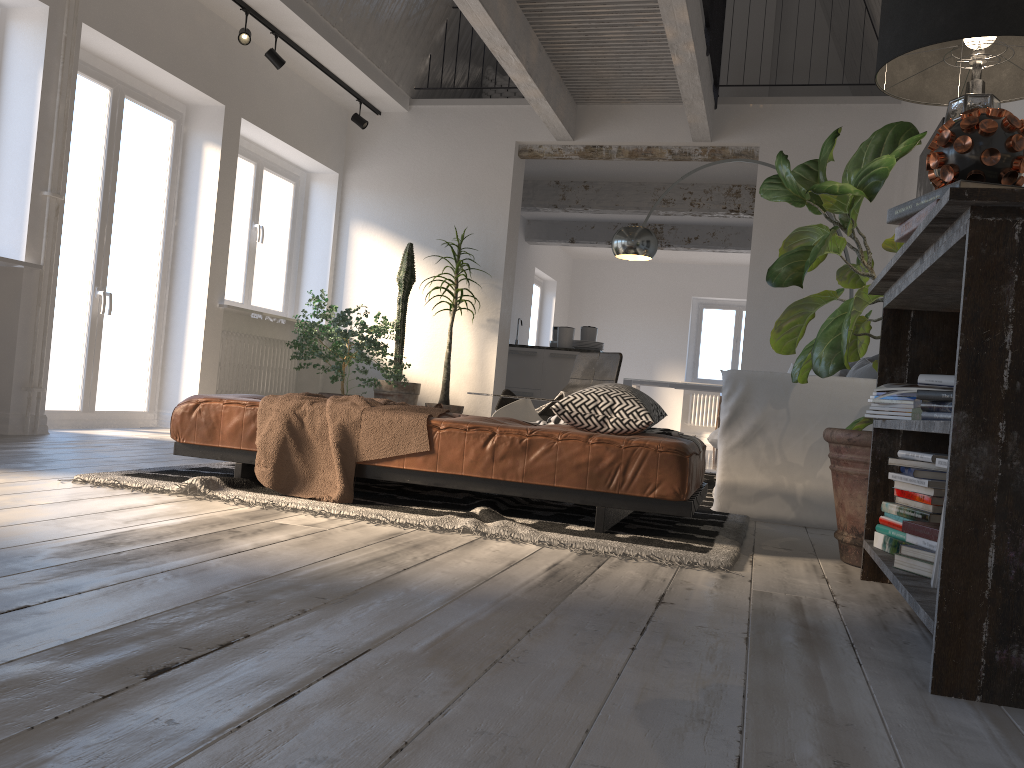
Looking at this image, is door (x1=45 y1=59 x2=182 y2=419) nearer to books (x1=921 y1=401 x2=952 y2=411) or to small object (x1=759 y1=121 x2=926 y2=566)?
small object (x1=759 y1=121 x2=926 y2=566)

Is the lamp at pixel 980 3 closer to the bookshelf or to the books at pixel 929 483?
the bookshelf

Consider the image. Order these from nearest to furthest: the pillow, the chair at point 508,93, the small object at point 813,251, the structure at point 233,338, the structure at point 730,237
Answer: the small object at point 813,251, the pillow, the structure at point 233,338, the chair at point 508,93, the structure at point 730,237

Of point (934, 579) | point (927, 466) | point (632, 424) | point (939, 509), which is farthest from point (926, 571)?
point (632, 424)

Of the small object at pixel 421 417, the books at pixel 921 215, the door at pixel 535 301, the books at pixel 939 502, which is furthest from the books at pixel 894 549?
the door at pixel 535 301

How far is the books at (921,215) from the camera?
1.9m

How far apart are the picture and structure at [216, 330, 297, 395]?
5.1 meters

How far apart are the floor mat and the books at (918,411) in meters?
0.7 m

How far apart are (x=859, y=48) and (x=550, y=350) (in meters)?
3.99

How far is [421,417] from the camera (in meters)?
3.18
